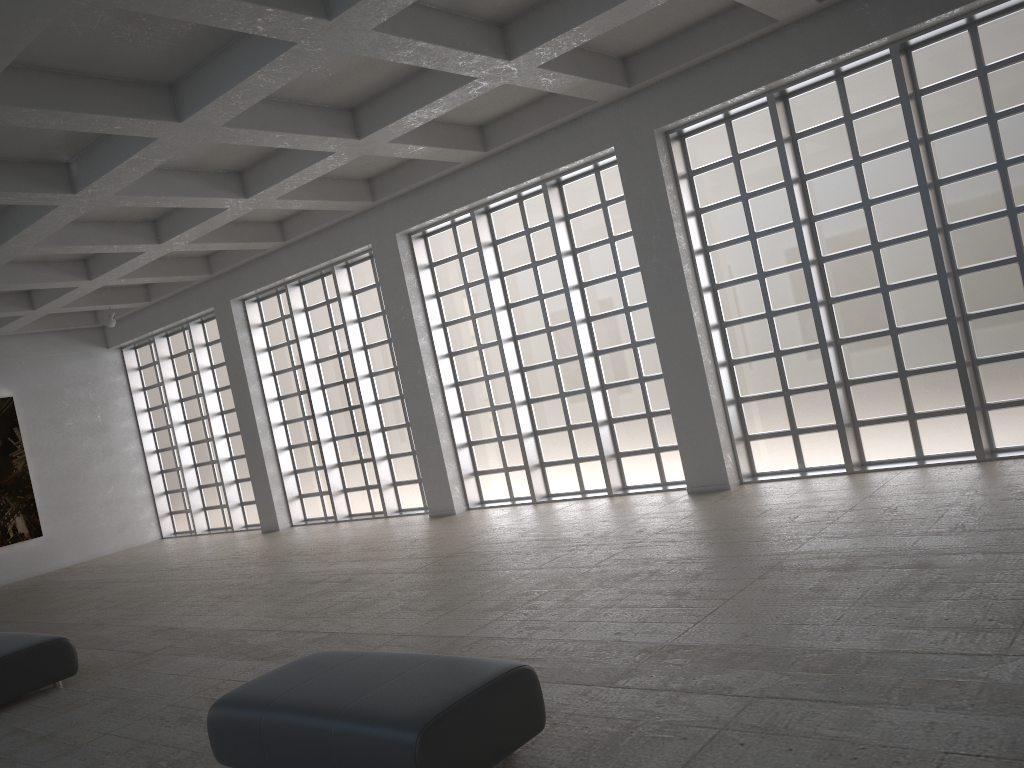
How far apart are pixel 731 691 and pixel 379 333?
19.6m
